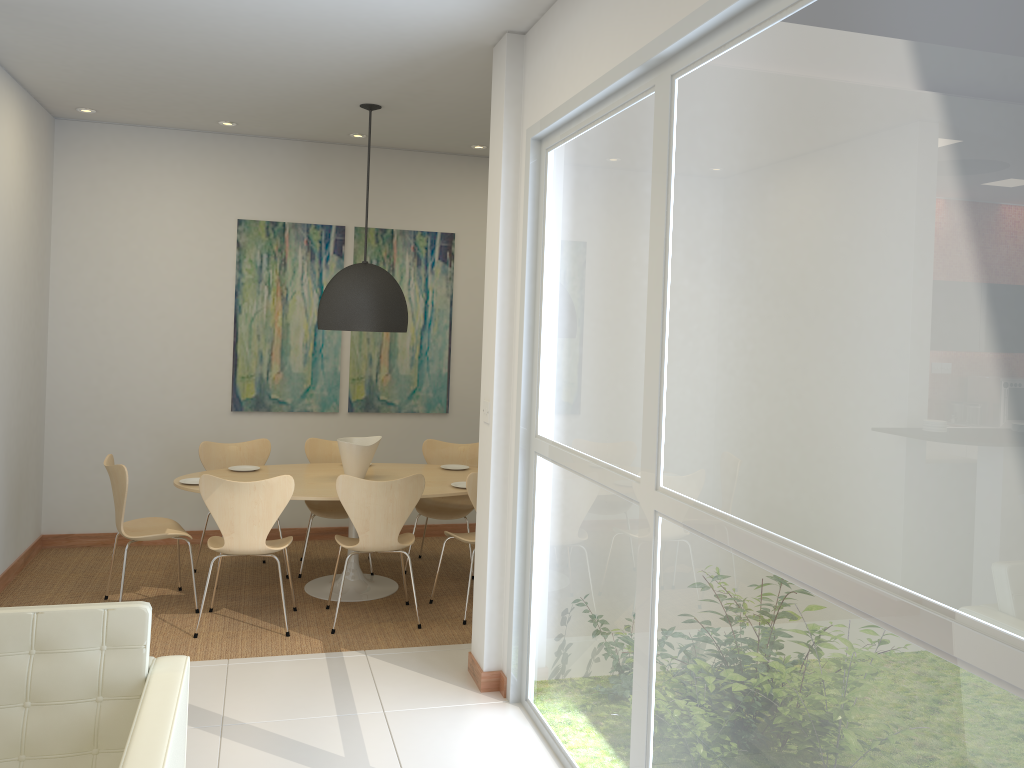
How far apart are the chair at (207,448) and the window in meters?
2.8

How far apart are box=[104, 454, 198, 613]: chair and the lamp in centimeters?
146cm

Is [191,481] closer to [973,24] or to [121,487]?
[121,487]

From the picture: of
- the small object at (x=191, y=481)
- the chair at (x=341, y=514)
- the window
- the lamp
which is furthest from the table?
the window

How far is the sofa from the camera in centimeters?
233cm

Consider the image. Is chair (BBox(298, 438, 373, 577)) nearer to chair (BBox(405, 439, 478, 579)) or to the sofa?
chair (BBox(405, 439, 478, 579))

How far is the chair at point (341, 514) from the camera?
6.21m

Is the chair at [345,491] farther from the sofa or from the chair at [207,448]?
the sofa

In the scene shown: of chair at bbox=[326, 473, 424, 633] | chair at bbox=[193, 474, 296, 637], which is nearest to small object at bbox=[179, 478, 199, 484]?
chair at bbox=[193, 474, 296, 637]

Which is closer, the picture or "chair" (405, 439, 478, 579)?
"chair" (405, 439, 478, 579)
